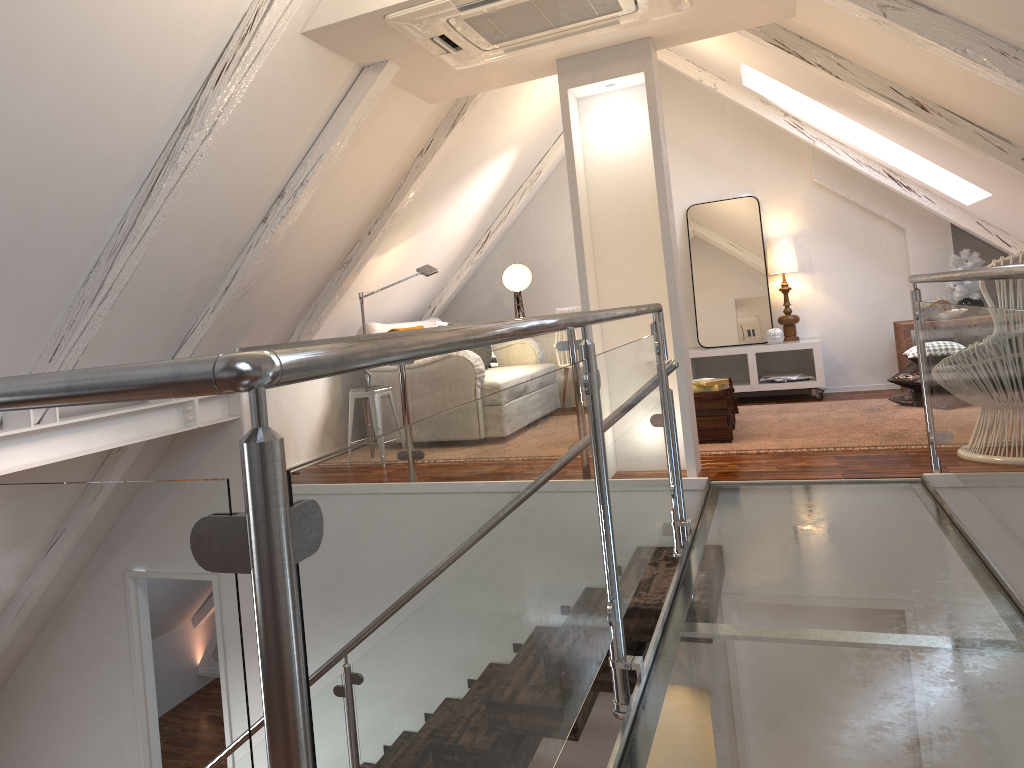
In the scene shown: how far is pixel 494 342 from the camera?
1.18m

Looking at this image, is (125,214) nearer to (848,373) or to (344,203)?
(344,203)

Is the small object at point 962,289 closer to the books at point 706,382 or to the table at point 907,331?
the table at point 907,331

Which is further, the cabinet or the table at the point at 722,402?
the cabinet

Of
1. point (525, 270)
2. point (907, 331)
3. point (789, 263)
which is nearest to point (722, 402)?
point (907, 331)

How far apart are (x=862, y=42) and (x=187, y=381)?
3.6m

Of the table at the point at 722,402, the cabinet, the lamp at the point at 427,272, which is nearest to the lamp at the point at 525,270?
the cabinet

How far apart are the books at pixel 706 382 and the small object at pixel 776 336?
1.7 meters

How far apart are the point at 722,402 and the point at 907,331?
1.9m

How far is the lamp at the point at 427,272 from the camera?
5.1 meters
